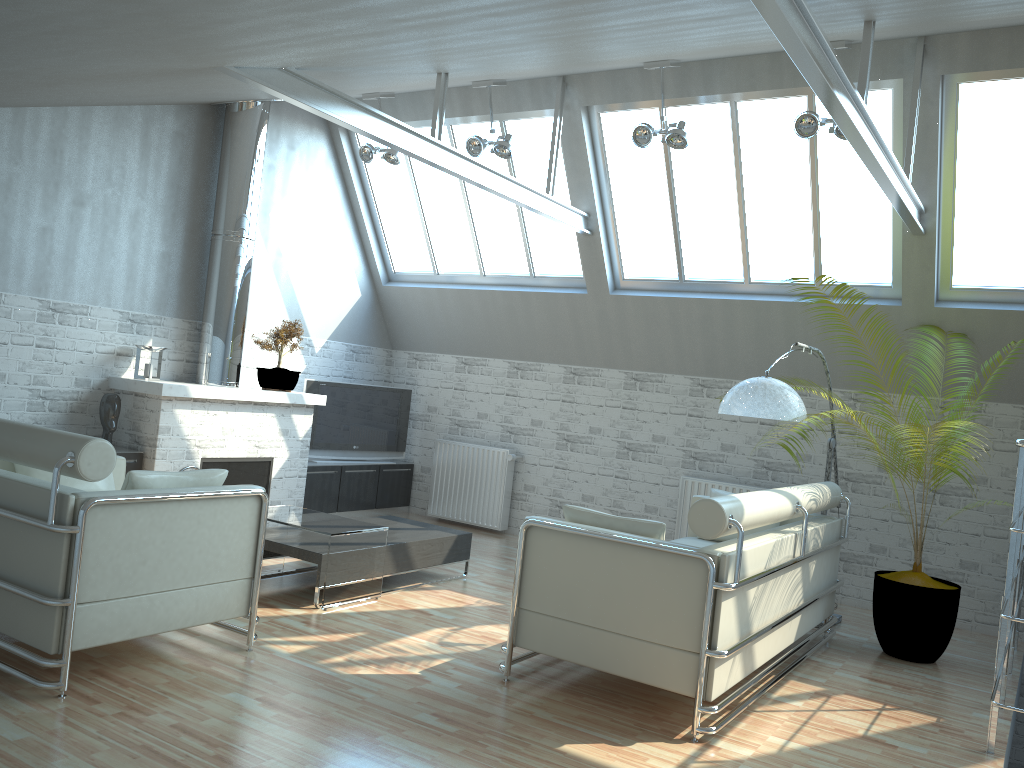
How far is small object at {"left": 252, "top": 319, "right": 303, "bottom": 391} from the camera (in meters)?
14.62

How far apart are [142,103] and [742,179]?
8.89m

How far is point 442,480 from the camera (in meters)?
17.38

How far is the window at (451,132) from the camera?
15.51m

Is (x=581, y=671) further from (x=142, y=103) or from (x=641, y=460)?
(x=142, y=103)

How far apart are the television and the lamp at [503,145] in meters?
5.2 m

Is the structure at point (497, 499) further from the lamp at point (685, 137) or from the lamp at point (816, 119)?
the lamp at point (816, 119)

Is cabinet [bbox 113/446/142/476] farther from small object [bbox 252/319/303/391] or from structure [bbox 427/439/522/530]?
structure [bbox 427/439/522/530]

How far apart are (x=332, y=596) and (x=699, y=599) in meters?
4.6

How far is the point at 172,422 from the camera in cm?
1289
